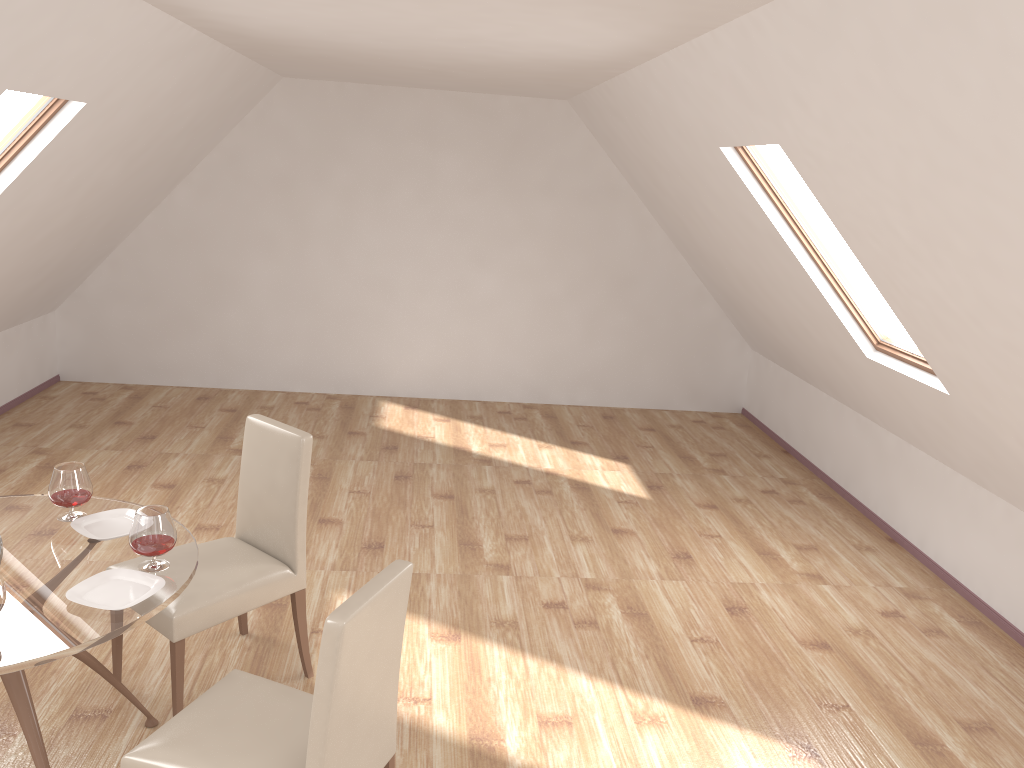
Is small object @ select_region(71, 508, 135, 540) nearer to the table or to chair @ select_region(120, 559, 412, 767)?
the table

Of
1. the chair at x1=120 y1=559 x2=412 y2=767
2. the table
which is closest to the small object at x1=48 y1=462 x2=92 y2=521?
the table

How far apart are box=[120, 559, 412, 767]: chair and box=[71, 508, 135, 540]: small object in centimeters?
62cm

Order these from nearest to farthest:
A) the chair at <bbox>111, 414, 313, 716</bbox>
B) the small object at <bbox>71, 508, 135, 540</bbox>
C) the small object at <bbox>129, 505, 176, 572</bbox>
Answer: the small object at <bbox>129, 505, 176, 572</bbox>
the small object at <bbox>71, 508, 135, 540</bbox>
the chair at <bbox>111, 414, 313, 716</bbox>

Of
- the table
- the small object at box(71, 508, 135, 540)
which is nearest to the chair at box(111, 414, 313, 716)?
the table

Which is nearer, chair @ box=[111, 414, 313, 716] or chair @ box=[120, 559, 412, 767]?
chair @ box=[120, 559, 412, 767]

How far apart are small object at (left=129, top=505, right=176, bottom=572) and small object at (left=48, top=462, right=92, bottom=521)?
0.4m

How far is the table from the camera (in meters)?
2.28

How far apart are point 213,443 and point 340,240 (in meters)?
2.13

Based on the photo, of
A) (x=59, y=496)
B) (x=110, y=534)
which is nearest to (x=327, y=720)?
(x=110, y=534)
